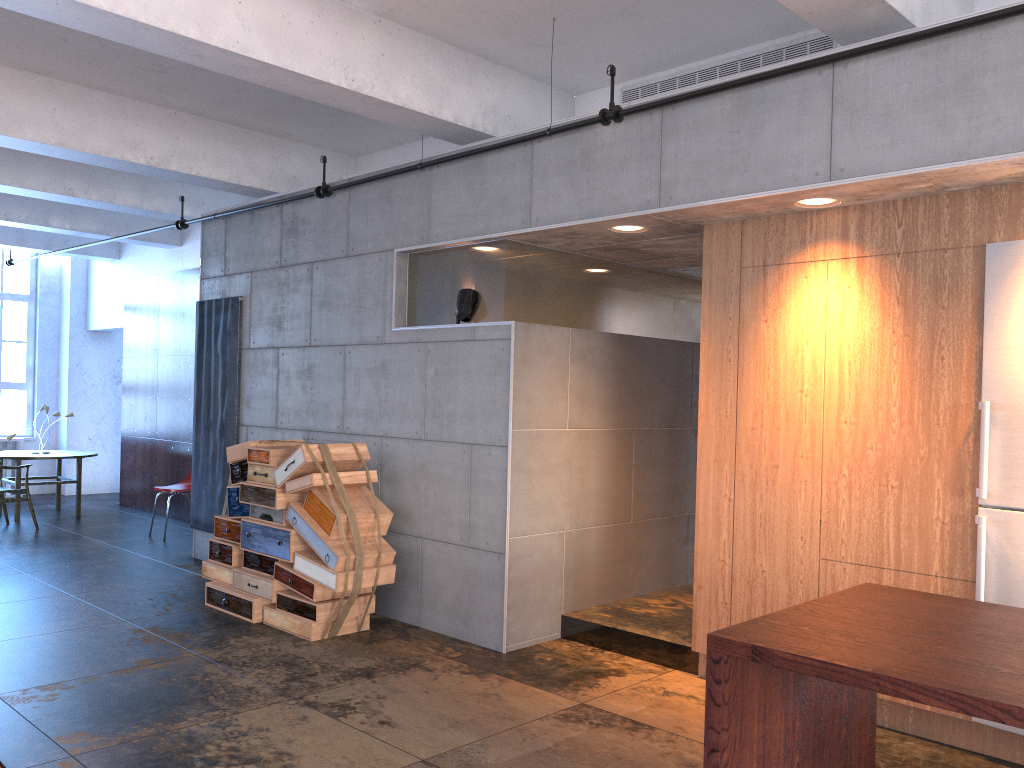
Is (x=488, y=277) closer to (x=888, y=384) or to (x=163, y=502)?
(x=888, y=384)

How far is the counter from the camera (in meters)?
2.23

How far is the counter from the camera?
2.2m

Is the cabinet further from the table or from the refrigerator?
the table

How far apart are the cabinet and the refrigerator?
0.1m

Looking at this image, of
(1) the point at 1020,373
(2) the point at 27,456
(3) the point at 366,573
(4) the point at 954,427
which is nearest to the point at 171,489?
(2) the point at 27,456

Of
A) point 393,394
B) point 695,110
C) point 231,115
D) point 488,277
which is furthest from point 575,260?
point 231,115

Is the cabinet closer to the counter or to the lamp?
the counter

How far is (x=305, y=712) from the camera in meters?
4.6 m

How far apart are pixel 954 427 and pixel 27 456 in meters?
10.4 m
